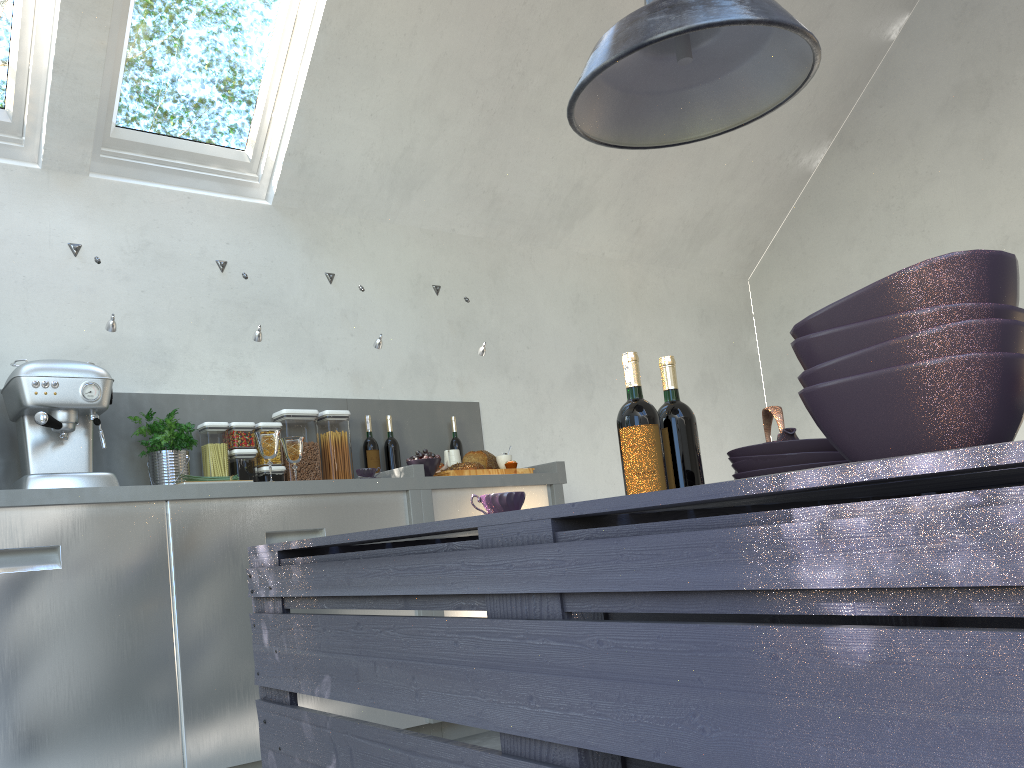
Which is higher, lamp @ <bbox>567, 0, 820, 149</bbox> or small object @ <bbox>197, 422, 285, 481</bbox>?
lamp @ <bbox>567, 0, 820, 149</bbox>

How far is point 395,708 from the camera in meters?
1.1

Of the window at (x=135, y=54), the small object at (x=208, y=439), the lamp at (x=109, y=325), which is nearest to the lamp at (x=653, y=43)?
the lamp at (x=109, y=325)

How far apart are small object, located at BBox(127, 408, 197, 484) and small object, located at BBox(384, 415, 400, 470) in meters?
0.9

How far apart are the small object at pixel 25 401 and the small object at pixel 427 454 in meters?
1.2

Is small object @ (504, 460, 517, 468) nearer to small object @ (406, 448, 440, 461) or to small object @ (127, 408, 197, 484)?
small object @ (406, 448, 440, 461)

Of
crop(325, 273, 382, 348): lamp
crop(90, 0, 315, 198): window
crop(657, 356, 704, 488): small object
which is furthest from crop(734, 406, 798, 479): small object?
crop(90, 0, 315, 198): window

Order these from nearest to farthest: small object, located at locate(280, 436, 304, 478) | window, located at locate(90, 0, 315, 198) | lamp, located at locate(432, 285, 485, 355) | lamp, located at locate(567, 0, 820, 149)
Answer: lamp, located at locate(567, 0, 820, 149), small object, located at locate(280, 436, 304, 478), window, located at locate(90, 0, 315, 198), lamp, located at locate(432, 285, 485, 355)

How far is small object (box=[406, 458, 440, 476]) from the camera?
3.5 meters

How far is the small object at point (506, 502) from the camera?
1.53m
